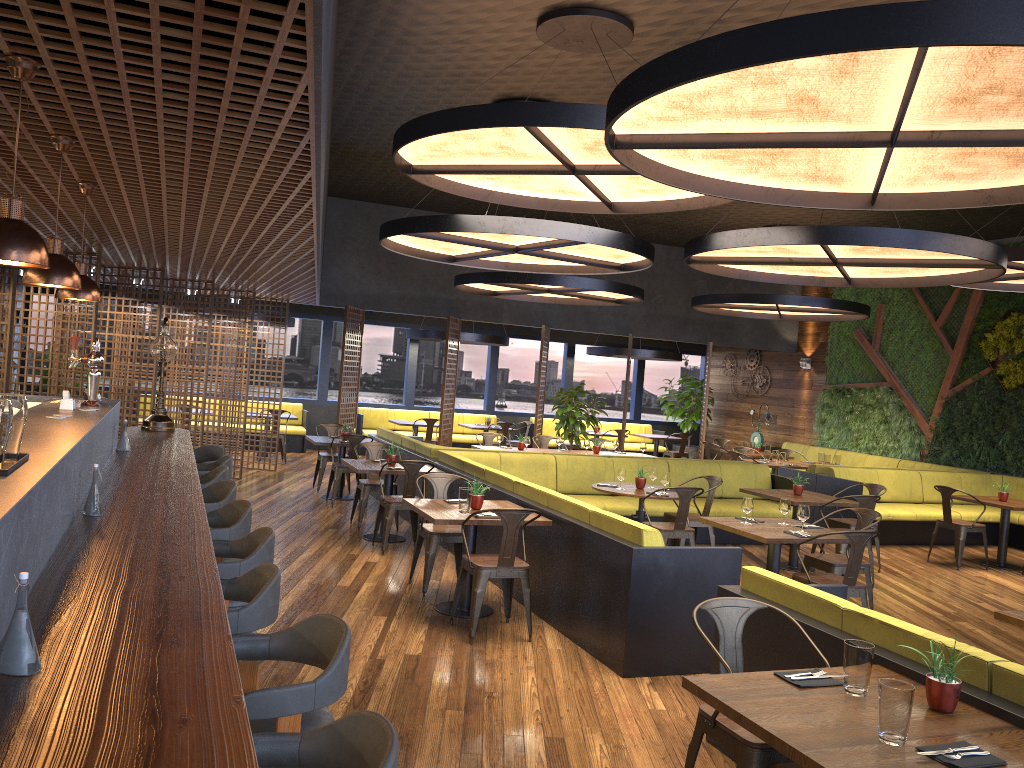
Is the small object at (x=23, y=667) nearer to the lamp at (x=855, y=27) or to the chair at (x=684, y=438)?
the lamp at (x=855, y=27)

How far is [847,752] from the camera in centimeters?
261cm

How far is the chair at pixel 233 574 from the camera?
3.5 meters

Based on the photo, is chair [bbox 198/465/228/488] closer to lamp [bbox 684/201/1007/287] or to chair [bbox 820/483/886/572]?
lamp [bbox 684/201/1007/287]

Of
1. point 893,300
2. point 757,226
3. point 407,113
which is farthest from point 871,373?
point 407,113

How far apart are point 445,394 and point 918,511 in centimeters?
735cm

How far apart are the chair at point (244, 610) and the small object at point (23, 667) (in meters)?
1.05

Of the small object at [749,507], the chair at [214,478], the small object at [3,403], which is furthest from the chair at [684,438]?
the small object at [3,403]

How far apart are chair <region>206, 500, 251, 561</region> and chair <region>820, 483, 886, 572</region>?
6.95m

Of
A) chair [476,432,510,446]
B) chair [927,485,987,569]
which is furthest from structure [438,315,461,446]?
chair [927,485,987,569]
